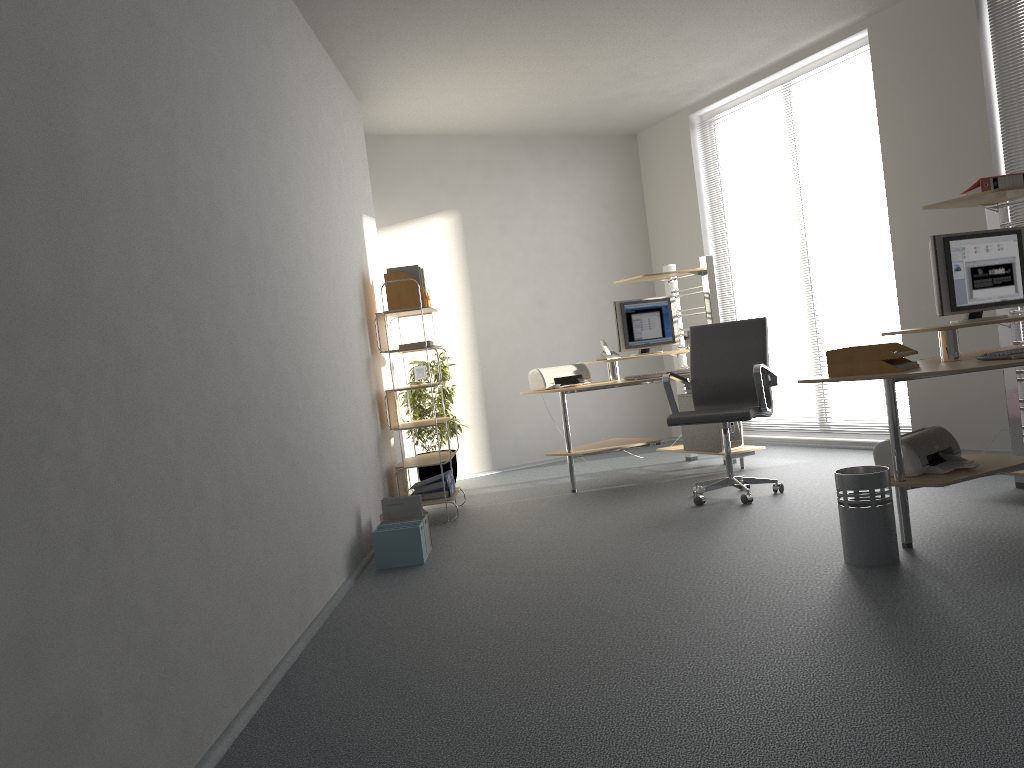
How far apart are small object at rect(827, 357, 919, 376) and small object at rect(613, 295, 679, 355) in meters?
2.8 m

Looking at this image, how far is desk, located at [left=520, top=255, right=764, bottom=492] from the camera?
6.1 meters

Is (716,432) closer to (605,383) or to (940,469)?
(605,383)

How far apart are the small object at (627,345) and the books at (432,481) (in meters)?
1.63

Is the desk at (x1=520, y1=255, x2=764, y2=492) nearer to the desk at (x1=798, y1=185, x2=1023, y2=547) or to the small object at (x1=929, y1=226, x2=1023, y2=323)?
the desk at (x1=798, y1=185, x2=1023, y2=547)

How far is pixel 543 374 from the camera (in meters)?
6.27

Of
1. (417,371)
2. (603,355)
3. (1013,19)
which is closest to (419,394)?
(417,371)

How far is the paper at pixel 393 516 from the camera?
4.8 meters

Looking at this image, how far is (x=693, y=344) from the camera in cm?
560

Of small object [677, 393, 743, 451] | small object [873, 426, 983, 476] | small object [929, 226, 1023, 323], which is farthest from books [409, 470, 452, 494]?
small object [929, 226, 1023, 323]
